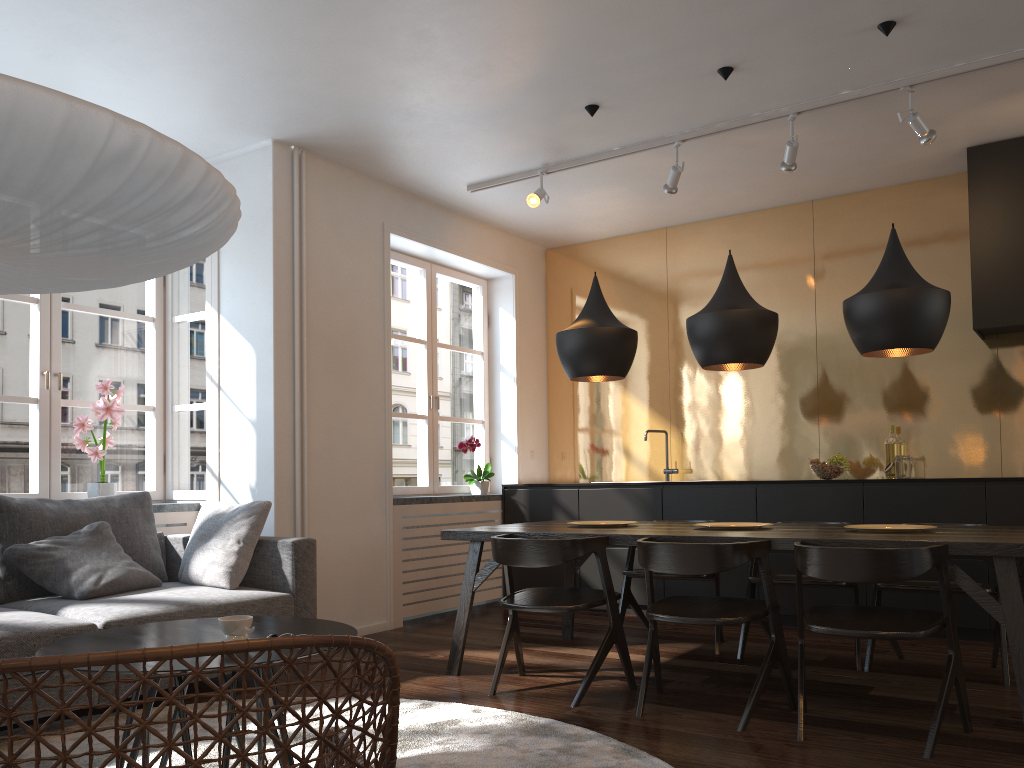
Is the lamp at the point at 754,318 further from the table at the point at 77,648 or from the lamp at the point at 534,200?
the table at the point at 77,648

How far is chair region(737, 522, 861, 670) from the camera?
4.13m

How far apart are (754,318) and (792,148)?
1.28m

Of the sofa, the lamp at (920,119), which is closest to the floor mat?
the sofa

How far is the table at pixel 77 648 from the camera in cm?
→ 234

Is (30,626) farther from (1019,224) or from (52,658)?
(1019,224)

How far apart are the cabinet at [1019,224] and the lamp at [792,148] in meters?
1.2 m

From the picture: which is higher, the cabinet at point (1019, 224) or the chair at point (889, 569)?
the cabinet at point (1019, 224)

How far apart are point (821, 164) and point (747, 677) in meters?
3.2 m

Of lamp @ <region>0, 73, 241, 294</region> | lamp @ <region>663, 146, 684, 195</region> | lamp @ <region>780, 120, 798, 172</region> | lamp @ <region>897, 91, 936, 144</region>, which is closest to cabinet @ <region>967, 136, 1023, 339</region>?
lamp @ <region>897, 91, 936, 144</region>
